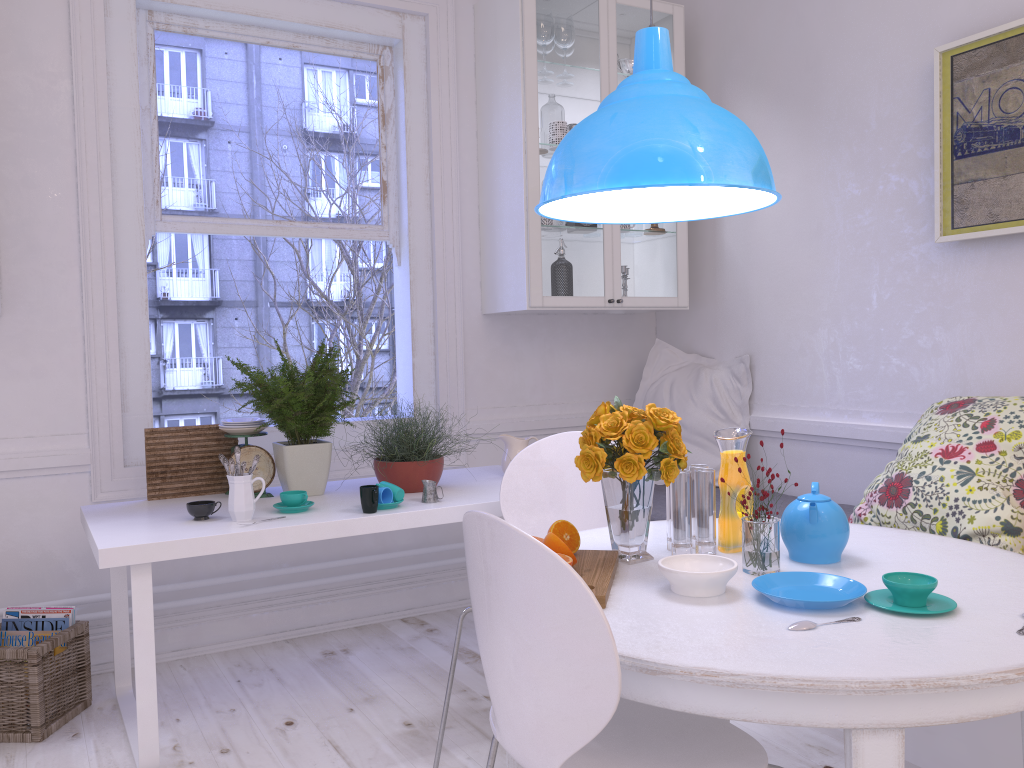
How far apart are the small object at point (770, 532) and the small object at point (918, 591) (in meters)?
0.24

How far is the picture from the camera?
2.7 meters

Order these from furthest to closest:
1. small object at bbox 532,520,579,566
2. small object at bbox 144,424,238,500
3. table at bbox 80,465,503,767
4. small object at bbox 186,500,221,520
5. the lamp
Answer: small object at bbox 144,424,238,500, small object at bbox 186,500,221,520, table at bbox 80,465,503,767, the lamp, small object at bbox 532,520,579,566

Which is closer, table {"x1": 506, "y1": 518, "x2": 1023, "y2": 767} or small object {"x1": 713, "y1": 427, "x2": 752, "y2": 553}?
table {"x1": 506, "y1": 518, "x2": 1023, "y2": 767}

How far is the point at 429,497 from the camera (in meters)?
2.72

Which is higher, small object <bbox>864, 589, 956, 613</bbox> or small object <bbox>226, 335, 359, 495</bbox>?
small object <bbox>226, 335, 359, 495</bbox>

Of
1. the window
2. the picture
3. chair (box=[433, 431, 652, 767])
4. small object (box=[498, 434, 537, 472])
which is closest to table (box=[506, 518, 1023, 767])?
chair (box=[433, 431, 652, 767])

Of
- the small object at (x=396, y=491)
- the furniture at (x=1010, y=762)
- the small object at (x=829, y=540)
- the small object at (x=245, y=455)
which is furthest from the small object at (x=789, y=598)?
the small object at (x=245, y=455)

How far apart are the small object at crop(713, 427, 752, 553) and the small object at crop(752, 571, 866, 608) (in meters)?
0.26

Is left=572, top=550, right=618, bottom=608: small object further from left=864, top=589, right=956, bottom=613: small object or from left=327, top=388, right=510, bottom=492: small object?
left=327, top=388, right=510, bottom=492: small object
